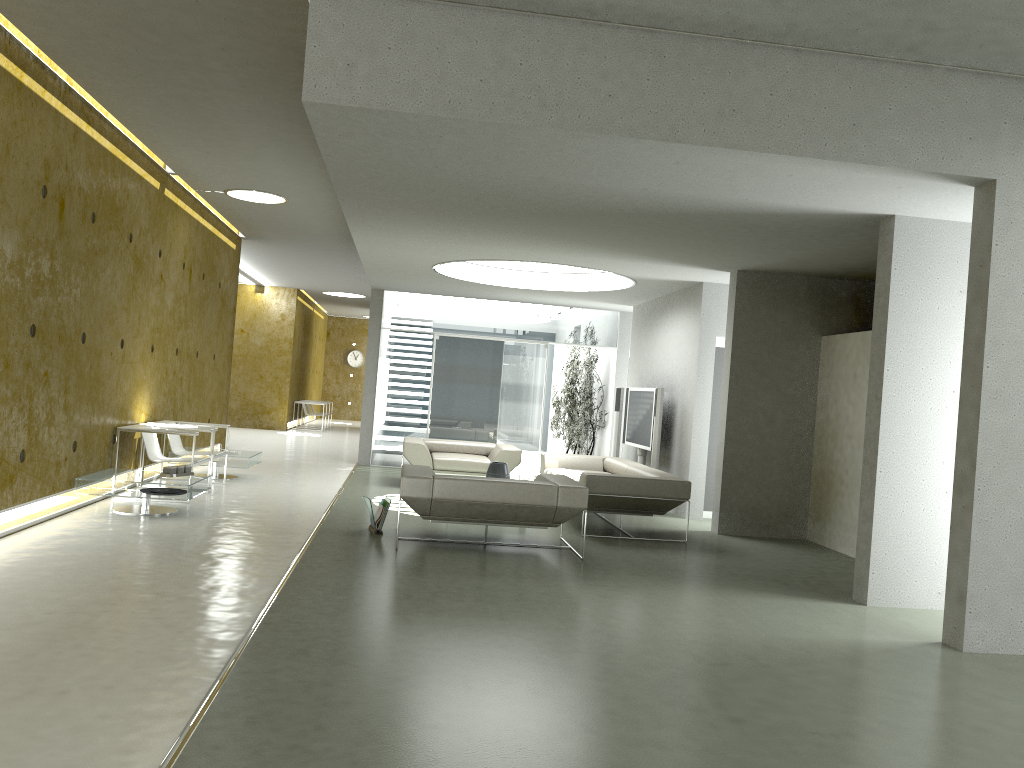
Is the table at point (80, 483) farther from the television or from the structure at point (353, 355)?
the structure at point (353, 355)

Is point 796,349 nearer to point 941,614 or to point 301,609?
point 941,614

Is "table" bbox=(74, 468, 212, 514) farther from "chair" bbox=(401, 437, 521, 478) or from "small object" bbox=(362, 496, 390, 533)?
"chair" bbox=(401, 437, 521, 478)

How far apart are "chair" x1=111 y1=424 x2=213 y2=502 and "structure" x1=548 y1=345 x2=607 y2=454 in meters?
6.8 m

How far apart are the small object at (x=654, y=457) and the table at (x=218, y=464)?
4.7m

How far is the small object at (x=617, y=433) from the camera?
12.6 meters

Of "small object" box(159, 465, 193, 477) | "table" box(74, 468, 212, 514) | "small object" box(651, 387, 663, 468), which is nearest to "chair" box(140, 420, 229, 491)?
"table" box(74, 468, 212, 514)

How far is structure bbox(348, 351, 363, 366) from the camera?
28.4 meters

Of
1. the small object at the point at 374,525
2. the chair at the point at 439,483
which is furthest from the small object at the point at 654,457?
the small object at the point at 374,525

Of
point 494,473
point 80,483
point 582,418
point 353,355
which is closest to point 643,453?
point 494,473
